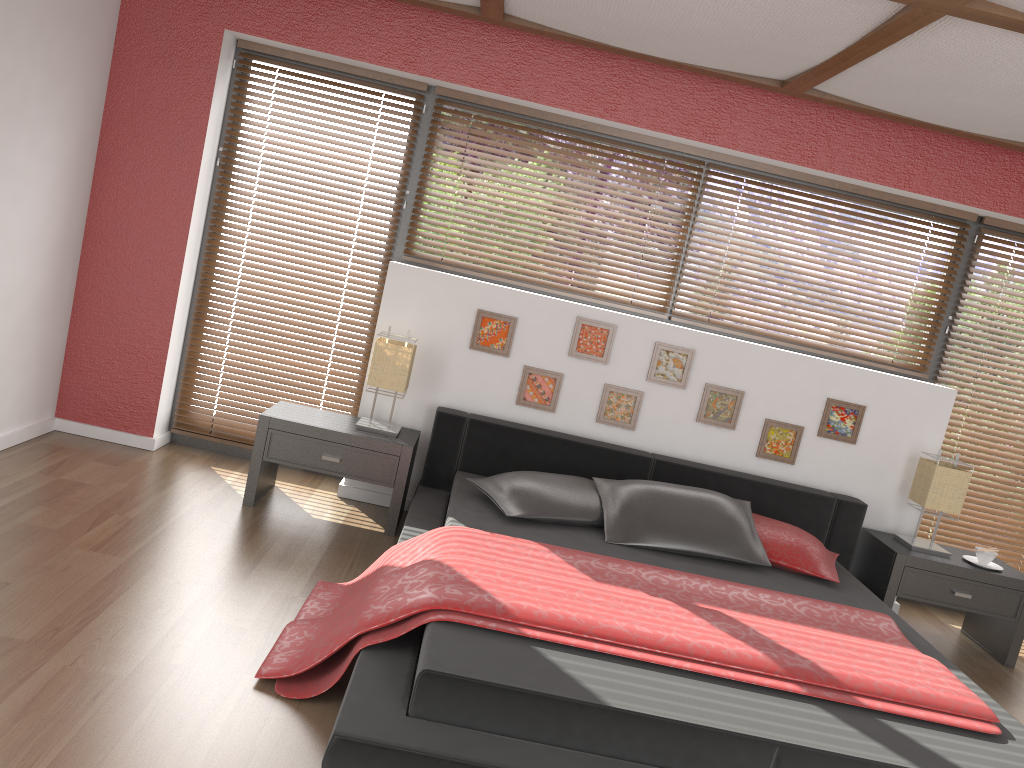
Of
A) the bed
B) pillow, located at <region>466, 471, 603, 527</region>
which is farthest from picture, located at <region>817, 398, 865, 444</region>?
pillow, located at <region>466, 471, 603, 527</region>

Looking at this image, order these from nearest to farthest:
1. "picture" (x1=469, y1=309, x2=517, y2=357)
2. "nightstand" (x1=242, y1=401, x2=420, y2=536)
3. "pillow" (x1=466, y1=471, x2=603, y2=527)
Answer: "pillow" (x1=466, y1=471, x2=603, y2=527) → "nightstand" (x1=242, y1=401, x2=420, y2=536) → "picture" (x1=469, y1=309, x2=517, y2=357)

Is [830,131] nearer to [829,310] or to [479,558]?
[829,310]

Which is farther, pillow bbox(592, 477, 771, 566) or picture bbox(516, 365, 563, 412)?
picture bbox(516, 365, 563, 412)

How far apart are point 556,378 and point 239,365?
1.7m

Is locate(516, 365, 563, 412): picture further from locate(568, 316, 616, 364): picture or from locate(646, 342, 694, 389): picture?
locate(646, 342, 694, 389): picture

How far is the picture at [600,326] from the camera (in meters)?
4.36

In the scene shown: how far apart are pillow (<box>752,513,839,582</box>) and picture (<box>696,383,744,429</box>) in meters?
0.6 m

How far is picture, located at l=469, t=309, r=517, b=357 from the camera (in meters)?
4.34

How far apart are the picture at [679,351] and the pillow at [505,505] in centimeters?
74cm
